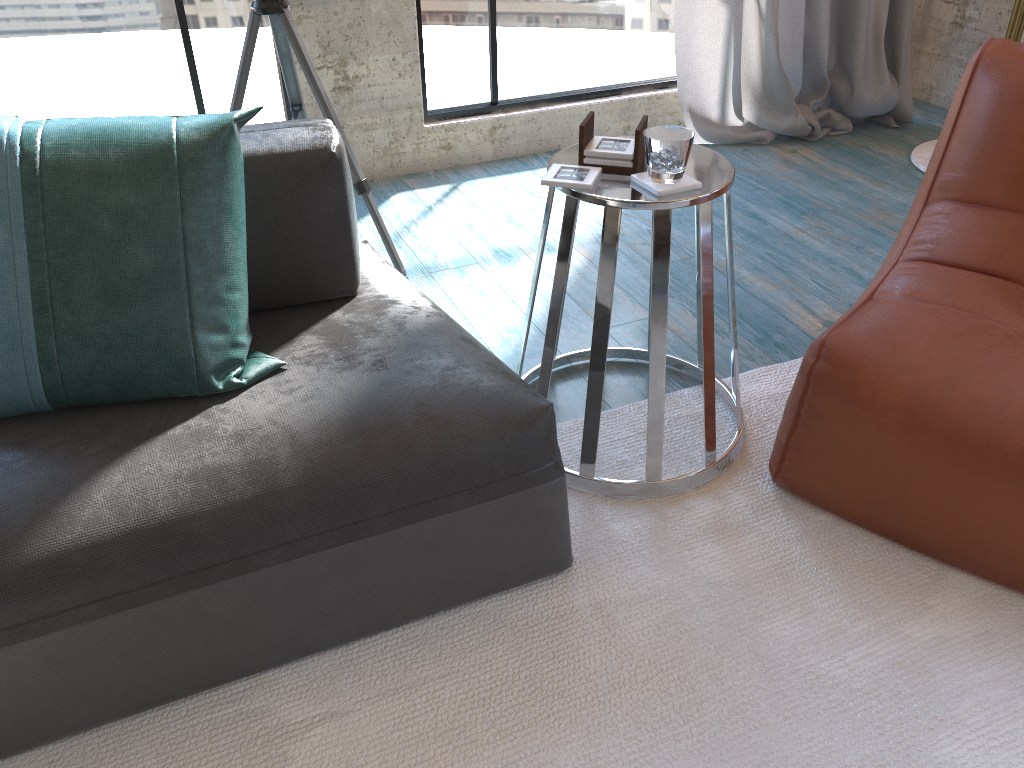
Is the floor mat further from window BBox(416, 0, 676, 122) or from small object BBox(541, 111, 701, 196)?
window BBox(416, 0, 676, 122)

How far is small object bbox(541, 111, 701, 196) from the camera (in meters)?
1.56

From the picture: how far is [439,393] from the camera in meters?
1.5

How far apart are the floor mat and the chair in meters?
0.0

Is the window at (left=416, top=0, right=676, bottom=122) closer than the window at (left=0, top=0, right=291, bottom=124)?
No

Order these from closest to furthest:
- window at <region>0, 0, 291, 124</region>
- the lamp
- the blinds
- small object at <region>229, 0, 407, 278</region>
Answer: small object at <region>229, 0, 407, 278</region> < window at <region>0, 0, 291, 124</region> < the lamp < the blinds

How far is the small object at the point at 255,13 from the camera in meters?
2.3

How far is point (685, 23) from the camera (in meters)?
3.42

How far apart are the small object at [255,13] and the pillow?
0.96m

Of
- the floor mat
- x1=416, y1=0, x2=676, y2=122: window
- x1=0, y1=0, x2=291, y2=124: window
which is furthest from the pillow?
x1=416, y1=0, x2=676, y2=122: window
